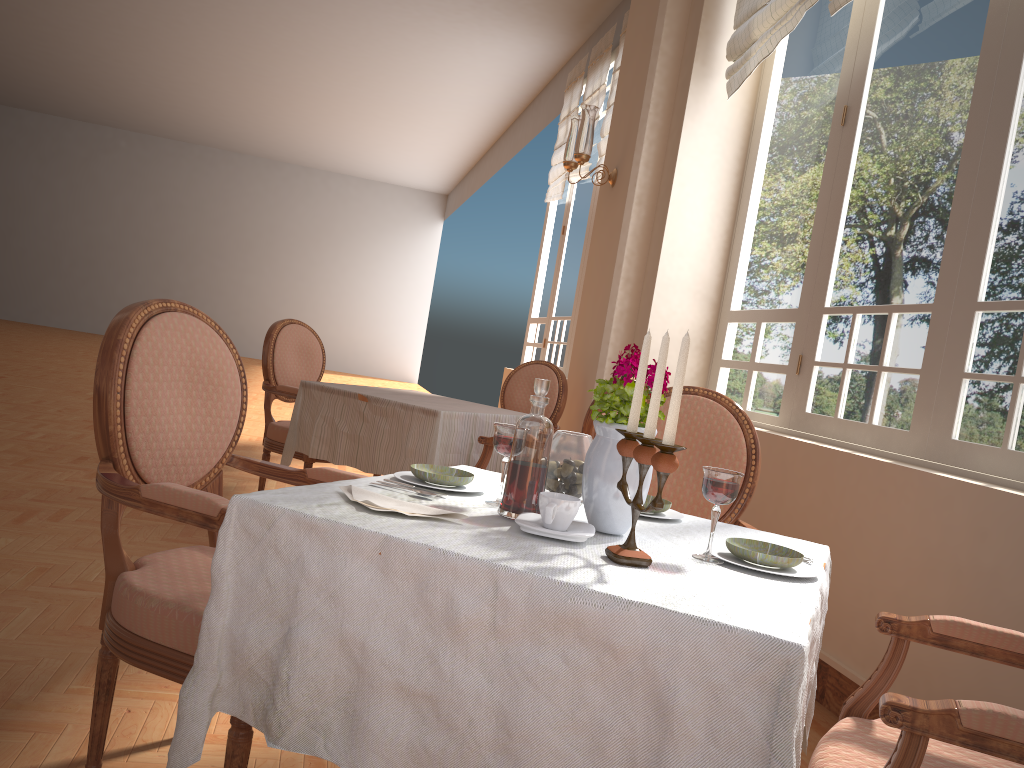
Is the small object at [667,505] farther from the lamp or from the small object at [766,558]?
the lamp

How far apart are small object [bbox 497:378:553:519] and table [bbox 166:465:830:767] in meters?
0.0

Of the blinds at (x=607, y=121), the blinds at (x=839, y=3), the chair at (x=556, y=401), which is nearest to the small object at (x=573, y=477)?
the blinds at (x=839, y=3)

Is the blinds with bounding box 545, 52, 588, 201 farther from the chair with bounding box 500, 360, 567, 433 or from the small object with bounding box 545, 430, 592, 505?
the small object with bounding box 545, 430, 592, 505

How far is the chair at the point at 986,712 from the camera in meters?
1.0

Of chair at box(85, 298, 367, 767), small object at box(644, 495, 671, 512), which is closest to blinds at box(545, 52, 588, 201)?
chair at box(85, 298, 367, 767)

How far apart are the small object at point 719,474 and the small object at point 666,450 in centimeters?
12cm

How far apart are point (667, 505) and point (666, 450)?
0.5 meters

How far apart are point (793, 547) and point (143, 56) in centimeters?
1233cm

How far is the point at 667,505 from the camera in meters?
1.6 m
